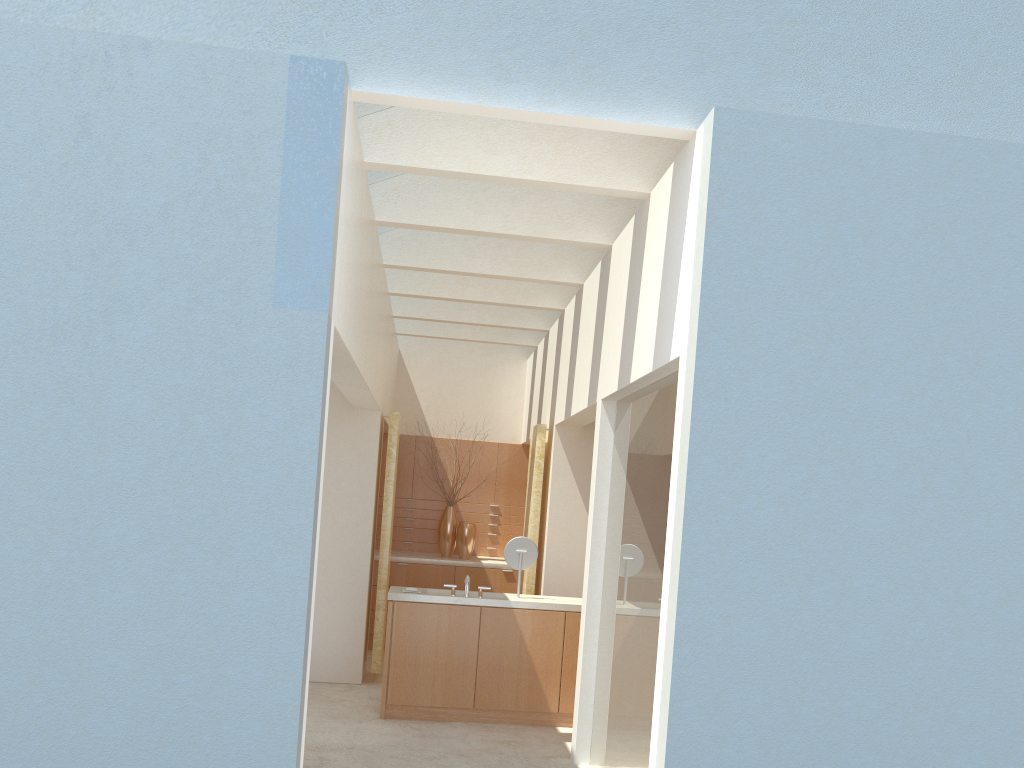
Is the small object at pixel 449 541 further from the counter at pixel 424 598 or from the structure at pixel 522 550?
the structure at pixel 522 550

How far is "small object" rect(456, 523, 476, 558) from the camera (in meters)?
22.92

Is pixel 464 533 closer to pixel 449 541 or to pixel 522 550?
pixel 449 541

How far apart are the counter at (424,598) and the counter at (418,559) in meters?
5.7 m

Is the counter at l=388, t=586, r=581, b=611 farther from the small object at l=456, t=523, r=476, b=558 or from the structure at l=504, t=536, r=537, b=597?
the small object at l=456, t=523, r=476, b=558

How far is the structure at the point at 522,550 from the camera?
16.11m

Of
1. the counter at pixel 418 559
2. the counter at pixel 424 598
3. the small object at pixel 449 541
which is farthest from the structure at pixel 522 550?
the small object at pixel 449 541

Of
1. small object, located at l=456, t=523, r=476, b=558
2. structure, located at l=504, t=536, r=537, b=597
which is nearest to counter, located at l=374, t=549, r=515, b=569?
small object, located at l=456, t=523, r=476, b=558

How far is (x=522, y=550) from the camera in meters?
16.1 m

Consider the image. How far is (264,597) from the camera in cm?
833
